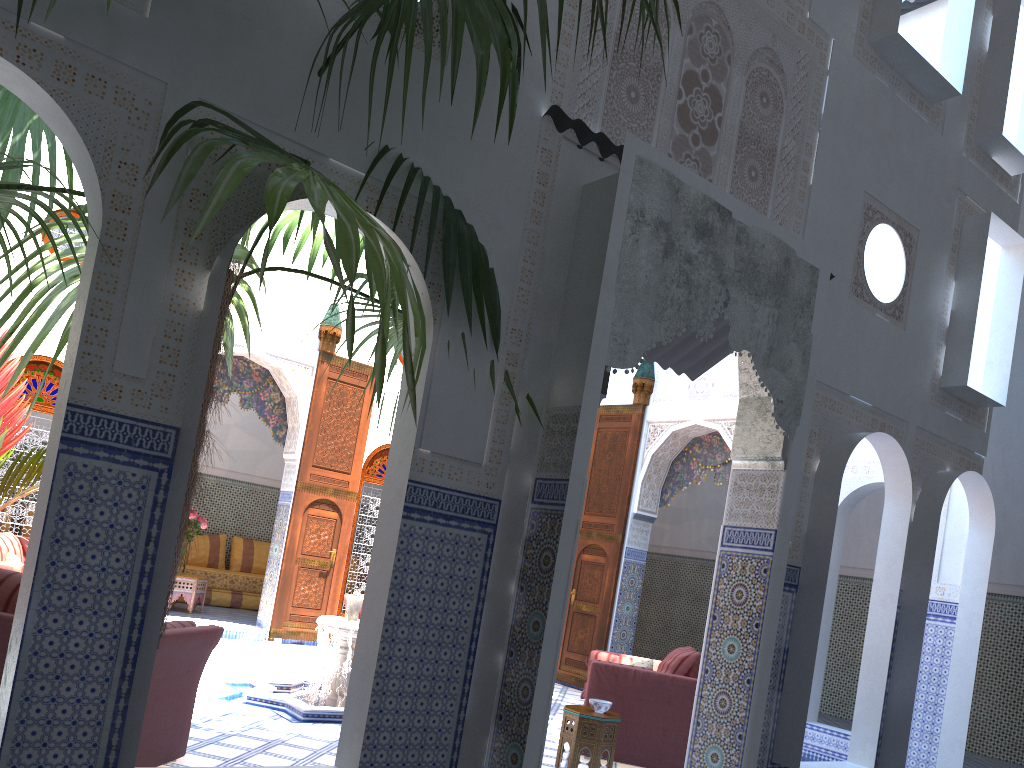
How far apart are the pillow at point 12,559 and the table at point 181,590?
2.8 meters

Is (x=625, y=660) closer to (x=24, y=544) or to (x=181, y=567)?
(x=24, y=544)

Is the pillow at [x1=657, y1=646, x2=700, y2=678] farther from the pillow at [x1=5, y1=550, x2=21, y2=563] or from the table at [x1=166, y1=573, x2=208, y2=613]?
the table at [x1=166, y1=573, x2=208, y2=613]

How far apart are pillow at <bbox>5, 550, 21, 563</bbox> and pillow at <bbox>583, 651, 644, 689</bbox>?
3.32m

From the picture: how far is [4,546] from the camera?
5.1 meters

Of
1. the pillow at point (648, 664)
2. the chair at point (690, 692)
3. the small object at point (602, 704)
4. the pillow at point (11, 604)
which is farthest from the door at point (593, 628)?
the pillow at point (11, 604)

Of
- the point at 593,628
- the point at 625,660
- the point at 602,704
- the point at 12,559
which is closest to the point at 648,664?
the point at 625,660

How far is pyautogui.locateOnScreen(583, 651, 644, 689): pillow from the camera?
5.1 meters

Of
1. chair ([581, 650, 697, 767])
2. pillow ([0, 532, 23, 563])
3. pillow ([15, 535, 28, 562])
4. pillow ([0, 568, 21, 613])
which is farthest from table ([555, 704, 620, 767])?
pillow ([15, 535, 28, 562])

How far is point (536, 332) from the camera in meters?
3.2
